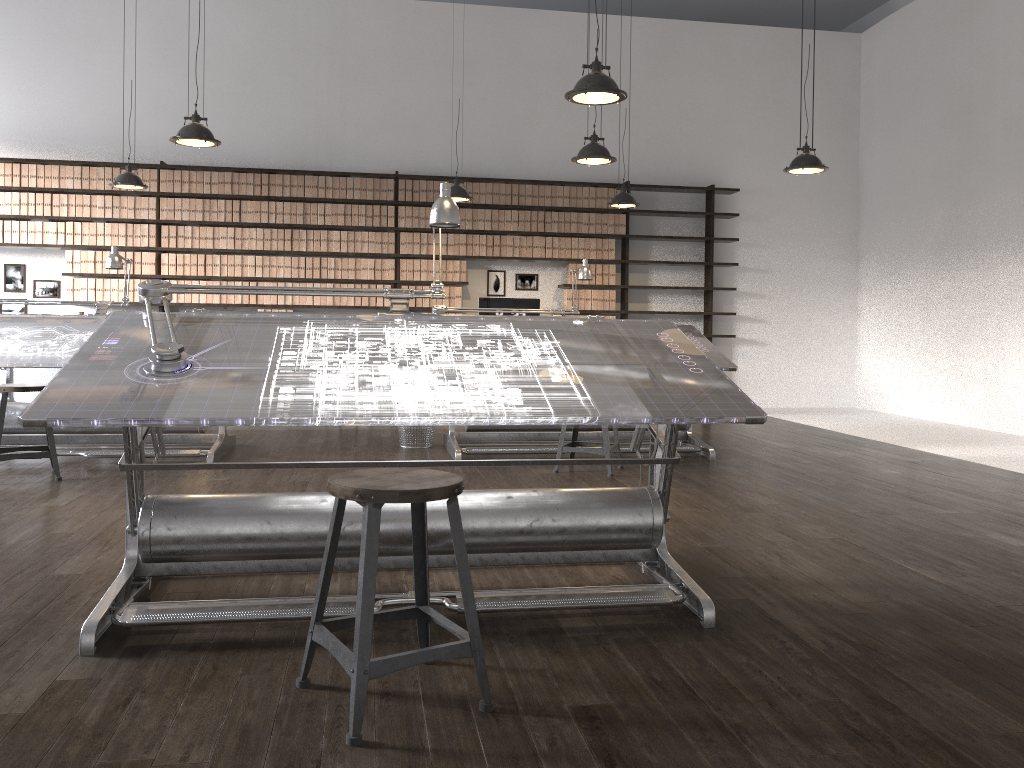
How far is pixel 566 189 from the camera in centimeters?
935cm

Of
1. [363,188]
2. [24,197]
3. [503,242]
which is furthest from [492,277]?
[24,197]

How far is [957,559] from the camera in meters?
3.5 m

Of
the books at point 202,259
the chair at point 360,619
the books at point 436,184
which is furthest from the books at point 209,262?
the chair at point 360,619

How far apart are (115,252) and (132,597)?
3.9 meters

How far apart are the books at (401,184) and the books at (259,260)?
1.6 meters

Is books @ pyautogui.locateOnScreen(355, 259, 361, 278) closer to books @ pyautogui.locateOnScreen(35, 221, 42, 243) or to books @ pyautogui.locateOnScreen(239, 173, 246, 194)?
books @ pyautogui.locateOnScreen(239, 173, 246, 194)

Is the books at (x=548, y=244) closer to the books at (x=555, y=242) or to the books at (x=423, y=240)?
the books at (x=555, y=242)

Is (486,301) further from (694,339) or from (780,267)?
(780,267)

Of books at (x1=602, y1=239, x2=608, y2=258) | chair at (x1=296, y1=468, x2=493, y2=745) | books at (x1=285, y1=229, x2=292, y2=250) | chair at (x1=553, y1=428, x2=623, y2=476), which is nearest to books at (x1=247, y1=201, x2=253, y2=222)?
books at (x1=285, y1=229, x2=292, y2=250)
